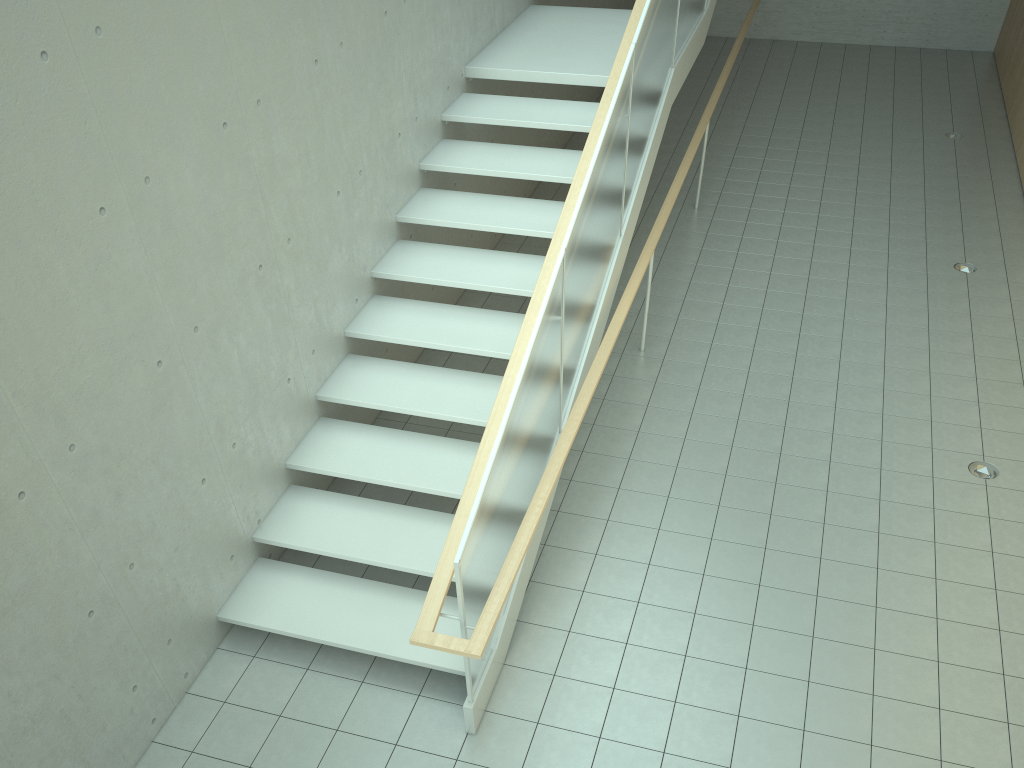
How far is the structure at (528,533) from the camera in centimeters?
396cm

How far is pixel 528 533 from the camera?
4.0 meters

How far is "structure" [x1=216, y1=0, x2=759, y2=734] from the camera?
4.0m
